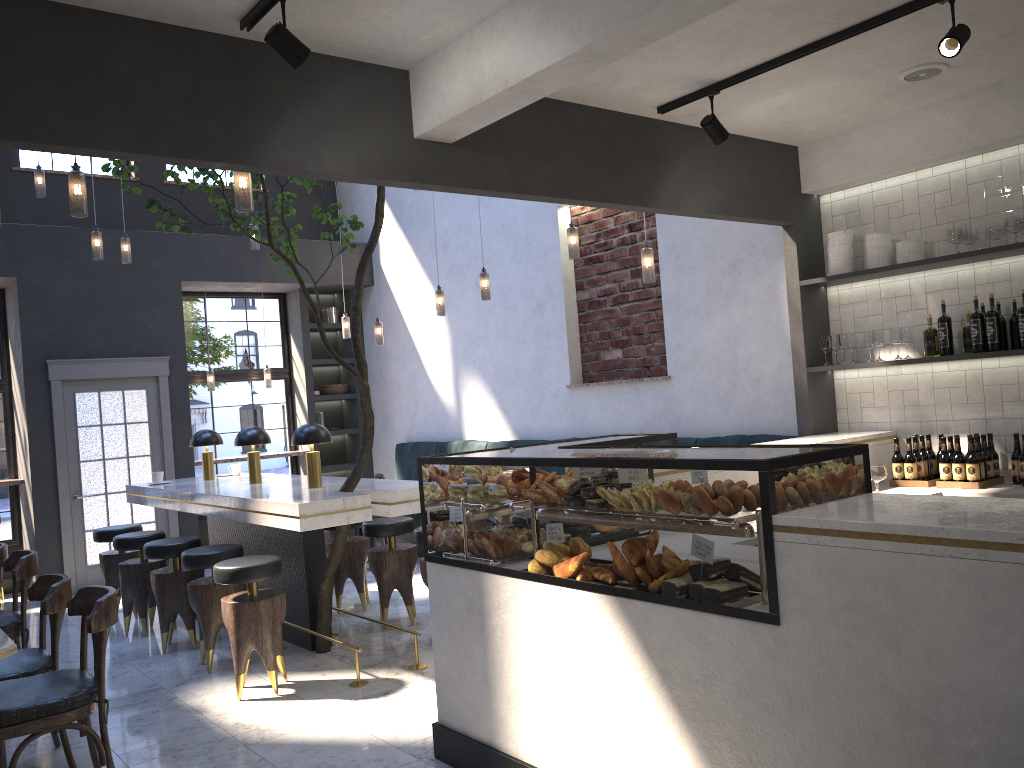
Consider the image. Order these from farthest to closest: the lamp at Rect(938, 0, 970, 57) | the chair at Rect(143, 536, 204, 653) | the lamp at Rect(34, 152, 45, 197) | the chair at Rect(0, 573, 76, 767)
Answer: the lamp at Rect(34, 152, 45, 197) < the chair at Rect(143, 536, 204, 653) < the chair at Rect(0, 573, 76, 767) < the lamp at Rect(938, 0, 970, 57)

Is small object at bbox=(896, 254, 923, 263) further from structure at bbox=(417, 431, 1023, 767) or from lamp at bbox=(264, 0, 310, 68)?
lamp at bbox=(264, 0, 310, 68)

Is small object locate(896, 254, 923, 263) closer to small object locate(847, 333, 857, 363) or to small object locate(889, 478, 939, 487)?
small object locate(847, 333, 857, 363)

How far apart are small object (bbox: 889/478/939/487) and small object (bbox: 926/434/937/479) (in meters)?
0.26

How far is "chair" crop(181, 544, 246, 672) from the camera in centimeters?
535cm

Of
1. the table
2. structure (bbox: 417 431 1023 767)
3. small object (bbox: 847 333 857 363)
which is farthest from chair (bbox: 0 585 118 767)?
small object (bbox: 847 333 857 363)

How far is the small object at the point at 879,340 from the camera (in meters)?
5.28

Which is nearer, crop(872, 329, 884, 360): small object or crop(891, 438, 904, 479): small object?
crop(891, 438, 904, 479): small object

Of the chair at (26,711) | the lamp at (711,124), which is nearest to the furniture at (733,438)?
the lamp at (711,124)

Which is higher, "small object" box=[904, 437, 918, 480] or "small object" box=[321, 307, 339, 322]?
"small object" box=[321, 307, 339, 322]
